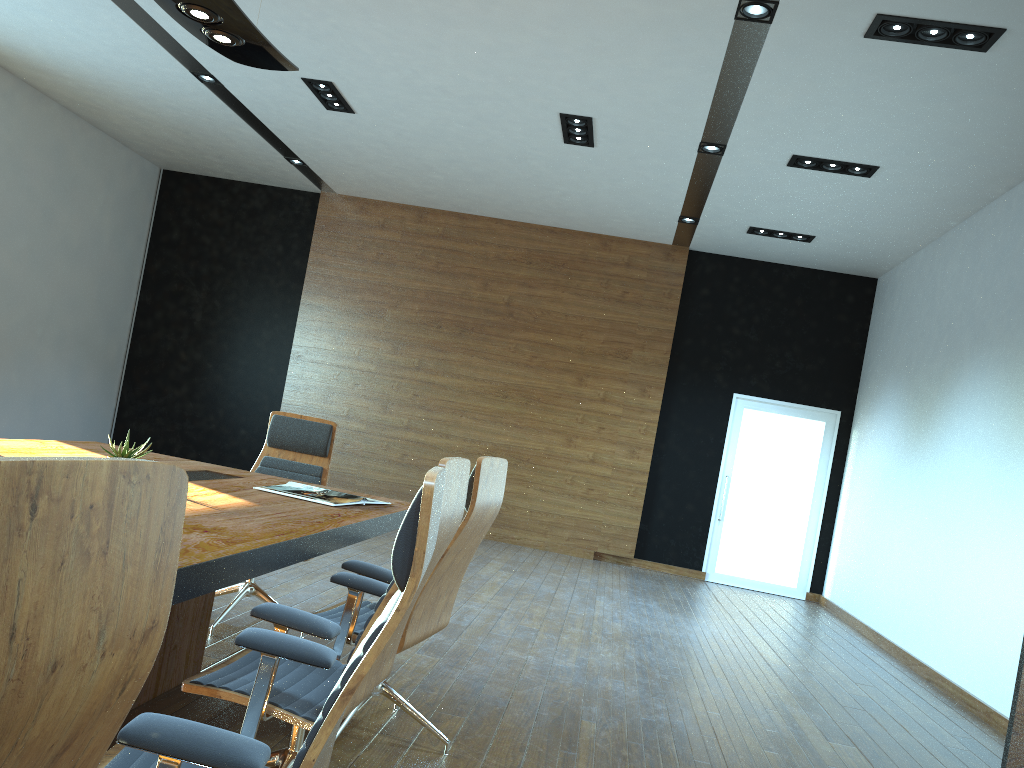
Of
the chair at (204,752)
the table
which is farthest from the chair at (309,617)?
the chair at (204,752)

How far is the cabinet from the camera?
3.6 meters

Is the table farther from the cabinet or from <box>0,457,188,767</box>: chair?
the cabinet

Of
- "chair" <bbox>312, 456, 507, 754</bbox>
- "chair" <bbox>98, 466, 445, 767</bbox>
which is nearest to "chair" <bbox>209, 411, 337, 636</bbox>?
"chair" <bbox>312, 456, 507, 754</bbox>

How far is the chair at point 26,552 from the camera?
0.7 meters

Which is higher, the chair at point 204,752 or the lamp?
the lamp

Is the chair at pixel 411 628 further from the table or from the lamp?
the lamp

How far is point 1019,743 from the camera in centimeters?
358cm

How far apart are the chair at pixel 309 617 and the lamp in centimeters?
191cm

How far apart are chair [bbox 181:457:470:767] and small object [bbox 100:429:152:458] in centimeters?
100cm
